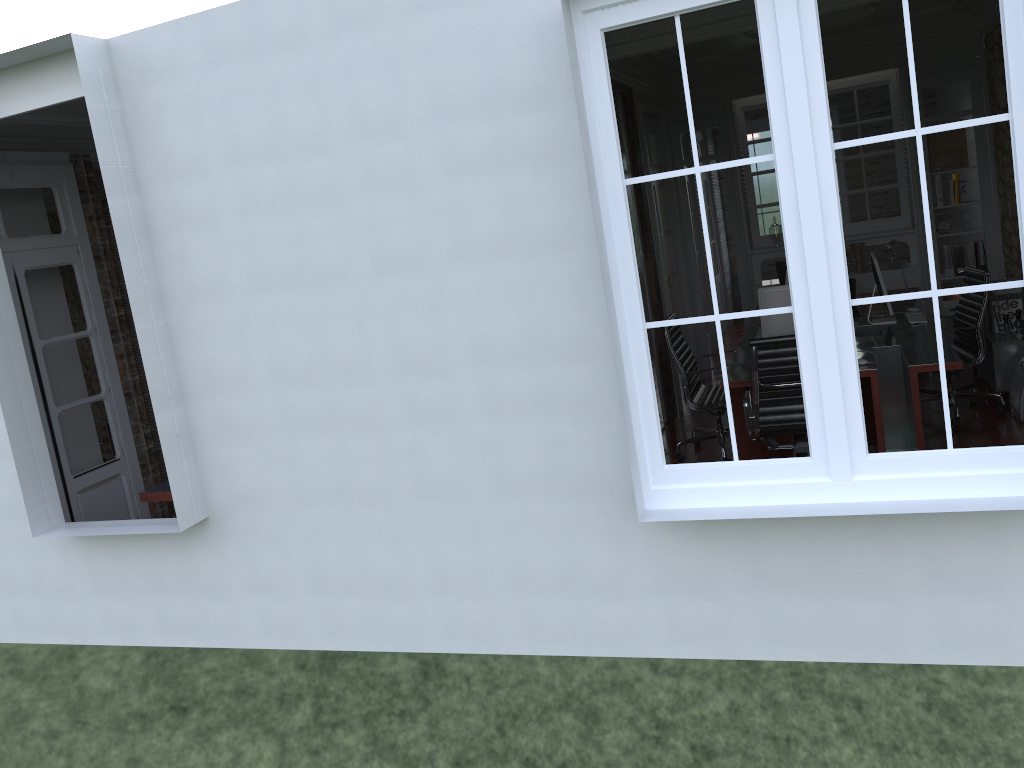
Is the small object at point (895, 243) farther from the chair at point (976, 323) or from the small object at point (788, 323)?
the small object at point (788, 323)

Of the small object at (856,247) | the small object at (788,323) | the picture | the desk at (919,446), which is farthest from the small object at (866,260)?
the small object at (788,323)

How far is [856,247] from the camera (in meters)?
8.27

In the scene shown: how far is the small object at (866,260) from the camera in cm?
847

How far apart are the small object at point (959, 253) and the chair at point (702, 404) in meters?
3.2

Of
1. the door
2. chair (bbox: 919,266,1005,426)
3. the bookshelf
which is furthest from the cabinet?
the bookshelf

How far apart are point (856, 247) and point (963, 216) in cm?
93

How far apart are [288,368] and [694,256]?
5.6 meters

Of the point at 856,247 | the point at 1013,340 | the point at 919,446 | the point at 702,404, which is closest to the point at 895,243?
the point at 856,247

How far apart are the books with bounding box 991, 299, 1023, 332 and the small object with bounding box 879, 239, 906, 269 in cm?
162
